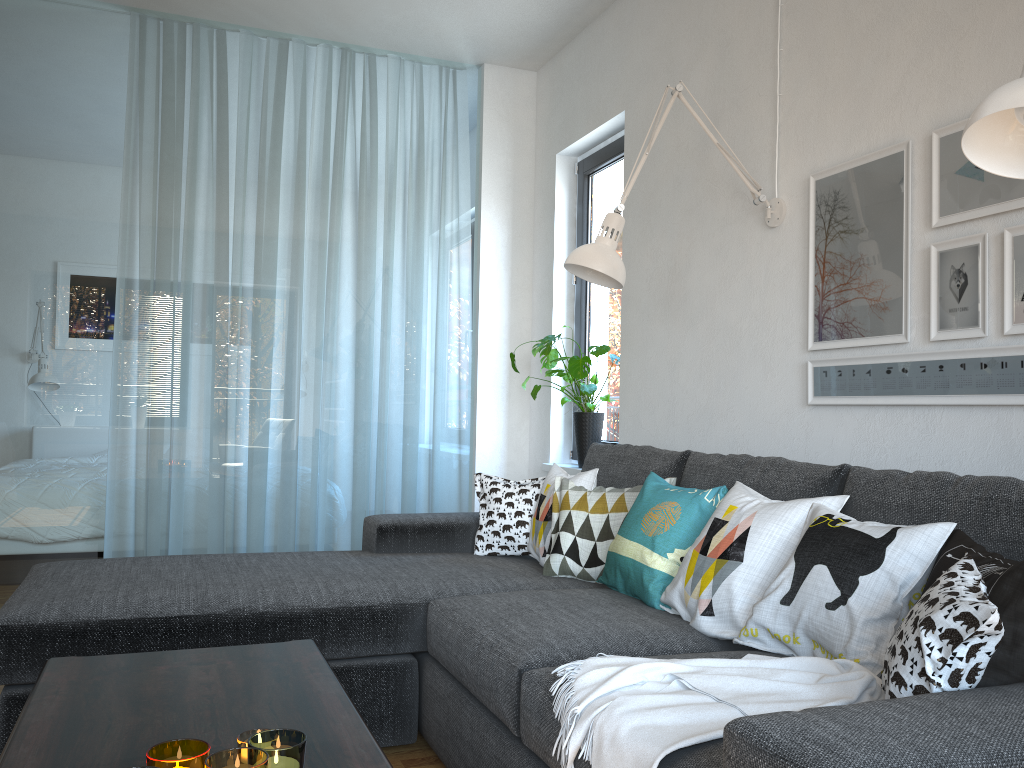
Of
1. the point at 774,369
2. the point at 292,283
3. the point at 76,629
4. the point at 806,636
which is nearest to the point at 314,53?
the point at 292,283

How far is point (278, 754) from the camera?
1.17m

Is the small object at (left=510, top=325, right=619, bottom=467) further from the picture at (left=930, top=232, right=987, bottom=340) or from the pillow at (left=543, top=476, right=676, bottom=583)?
the picture at (left=930, top=232, right=987, bottom=340)

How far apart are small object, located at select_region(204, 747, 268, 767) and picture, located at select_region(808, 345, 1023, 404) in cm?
176

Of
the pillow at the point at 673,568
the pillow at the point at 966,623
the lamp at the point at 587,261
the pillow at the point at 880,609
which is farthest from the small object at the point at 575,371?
the pillow at the point at 966,623

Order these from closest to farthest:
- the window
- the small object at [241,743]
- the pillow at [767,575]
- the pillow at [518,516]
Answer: the small object at [241,743], the pillow at [767,575], the pillow at [518,516], the window

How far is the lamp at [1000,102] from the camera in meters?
1.3

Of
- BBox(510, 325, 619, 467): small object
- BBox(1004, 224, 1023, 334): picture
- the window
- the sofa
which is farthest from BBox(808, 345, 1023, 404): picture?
the window

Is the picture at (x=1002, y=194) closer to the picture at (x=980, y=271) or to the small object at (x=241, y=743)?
the picture at (x=980, y=271)

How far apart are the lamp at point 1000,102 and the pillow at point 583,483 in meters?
1.6
